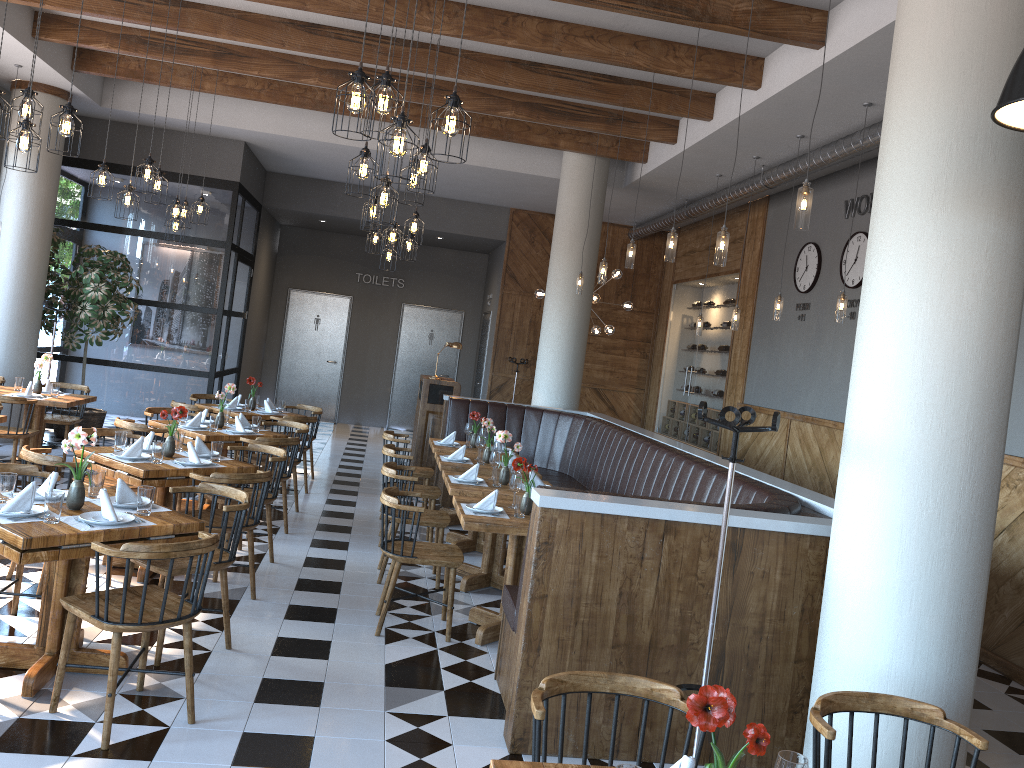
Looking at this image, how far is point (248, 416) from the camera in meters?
9.1

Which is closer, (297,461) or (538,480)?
(538,480)

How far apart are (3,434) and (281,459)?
3.04m

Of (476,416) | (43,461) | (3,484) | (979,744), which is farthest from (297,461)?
(979,744)

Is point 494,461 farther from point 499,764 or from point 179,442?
point 499,764

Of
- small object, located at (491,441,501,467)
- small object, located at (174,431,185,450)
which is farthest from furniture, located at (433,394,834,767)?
small object, located at (174,431,185,450)

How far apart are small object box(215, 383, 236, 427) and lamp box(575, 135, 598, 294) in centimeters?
396cm

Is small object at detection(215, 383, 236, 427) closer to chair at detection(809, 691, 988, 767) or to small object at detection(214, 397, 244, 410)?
small object at detection(214, 397, 244, 410)

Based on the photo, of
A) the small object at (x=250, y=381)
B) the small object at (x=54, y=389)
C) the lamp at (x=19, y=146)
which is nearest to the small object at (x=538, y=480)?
the lamp at (x=19, y=146)

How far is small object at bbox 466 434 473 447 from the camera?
8.68m
